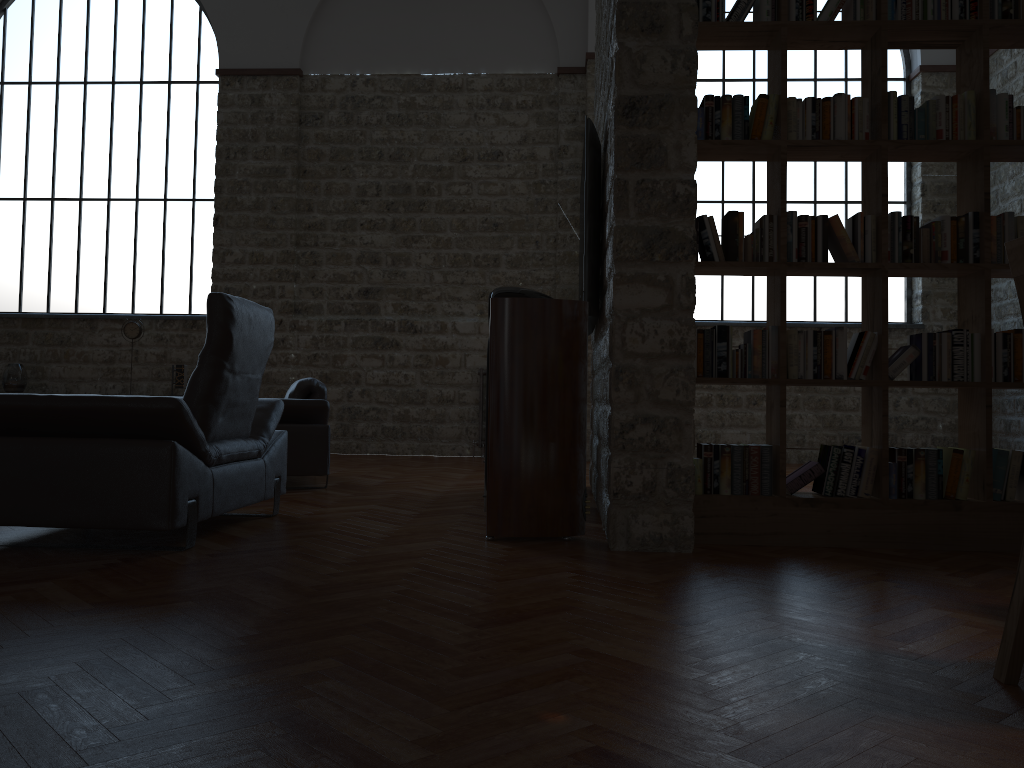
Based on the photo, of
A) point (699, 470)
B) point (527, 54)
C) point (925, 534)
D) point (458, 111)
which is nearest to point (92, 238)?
point (458, 111)

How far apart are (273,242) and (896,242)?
7.6m

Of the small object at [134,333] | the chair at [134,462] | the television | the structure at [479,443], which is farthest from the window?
the chair at [134,462]

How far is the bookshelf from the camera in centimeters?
382cm

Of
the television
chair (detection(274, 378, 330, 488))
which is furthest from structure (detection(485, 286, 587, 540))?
chair (detection(274, 378, 330, 488))

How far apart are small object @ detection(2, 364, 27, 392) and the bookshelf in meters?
8.5

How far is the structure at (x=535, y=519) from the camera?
3.9m

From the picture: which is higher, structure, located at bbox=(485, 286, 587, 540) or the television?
the television

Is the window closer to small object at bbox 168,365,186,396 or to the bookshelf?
small object at bbox 168,365,186,396

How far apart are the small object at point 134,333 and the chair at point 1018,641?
9.4m
